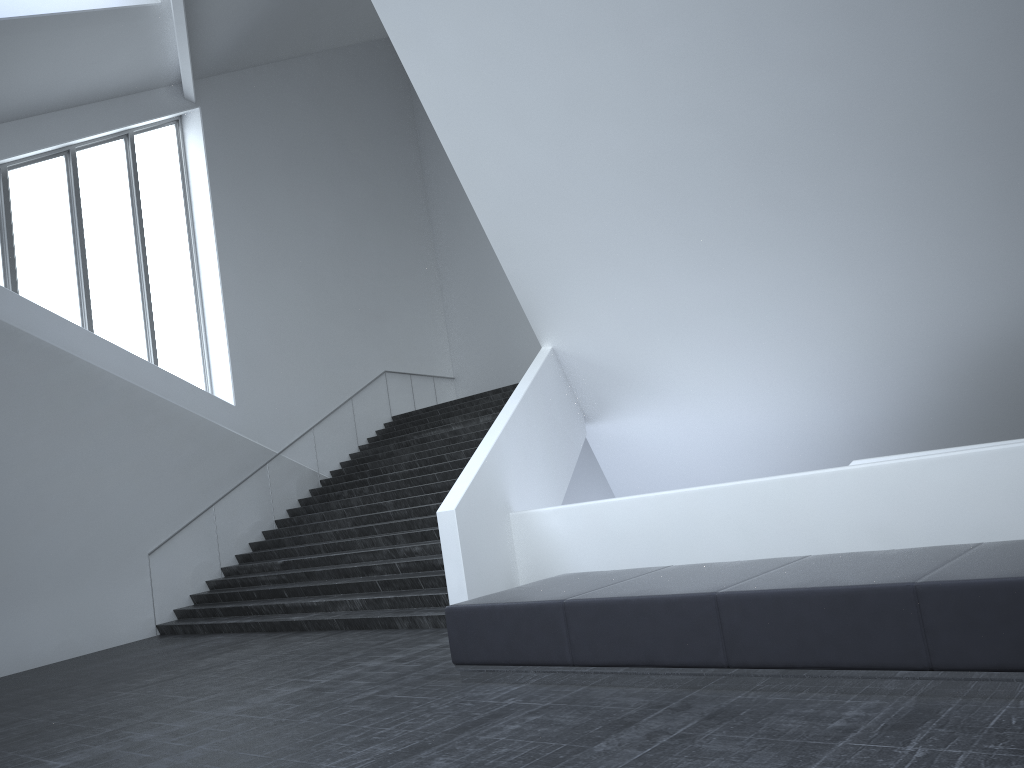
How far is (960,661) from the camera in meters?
4.3 m

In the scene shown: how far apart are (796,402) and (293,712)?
9.3m

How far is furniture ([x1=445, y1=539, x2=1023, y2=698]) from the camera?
4.3 meters

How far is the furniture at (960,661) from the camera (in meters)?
4.35
